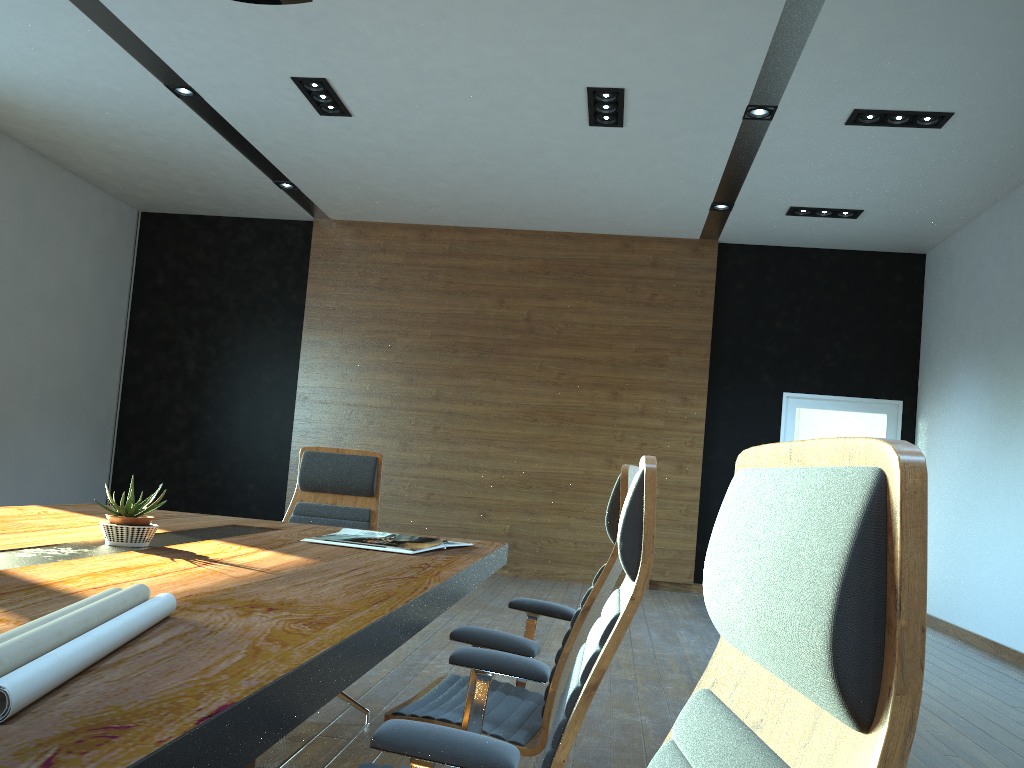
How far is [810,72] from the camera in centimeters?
558cm

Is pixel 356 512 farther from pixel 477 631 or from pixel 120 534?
pixel 477 631

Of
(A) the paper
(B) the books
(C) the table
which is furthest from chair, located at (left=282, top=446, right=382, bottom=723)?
(A) the paper

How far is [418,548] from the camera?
2.8 meters

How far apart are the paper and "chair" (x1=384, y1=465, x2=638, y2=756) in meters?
0.9

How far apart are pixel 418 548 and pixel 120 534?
0.88m

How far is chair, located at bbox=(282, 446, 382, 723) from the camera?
3.96m

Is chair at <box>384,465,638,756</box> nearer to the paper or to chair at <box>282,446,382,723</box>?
the paper

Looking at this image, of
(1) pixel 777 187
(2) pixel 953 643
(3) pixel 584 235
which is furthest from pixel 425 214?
(2) pixel 953 643

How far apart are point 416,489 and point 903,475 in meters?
9.0
